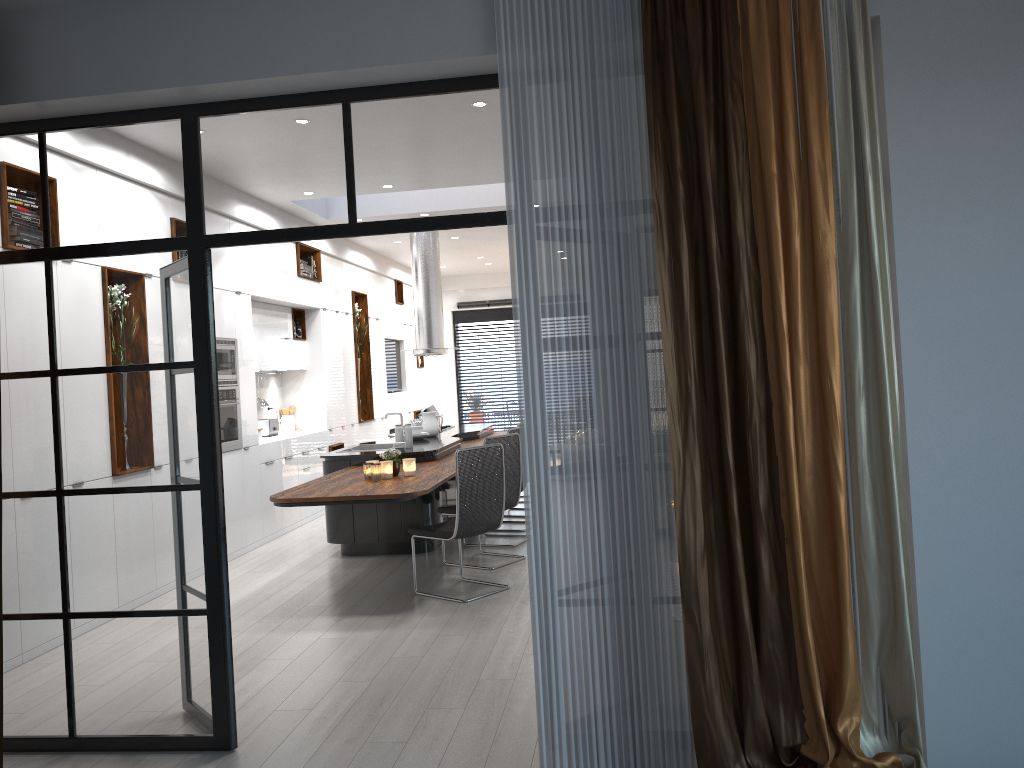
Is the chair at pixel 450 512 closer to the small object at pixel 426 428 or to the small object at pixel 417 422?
the small object at pixel 426 428

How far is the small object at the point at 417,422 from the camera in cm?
952

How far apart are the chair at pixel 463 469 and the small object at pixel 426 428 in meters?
2.8 m

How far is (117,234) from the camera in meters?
3.8 m

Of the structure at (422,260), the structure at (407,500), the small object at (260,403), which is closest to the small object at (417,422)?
the structure at (407,500)

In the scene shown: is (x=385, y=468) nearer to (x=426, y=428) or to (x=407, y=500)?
(x=407, y=500)

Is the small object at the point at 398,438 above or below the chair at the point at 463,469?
above

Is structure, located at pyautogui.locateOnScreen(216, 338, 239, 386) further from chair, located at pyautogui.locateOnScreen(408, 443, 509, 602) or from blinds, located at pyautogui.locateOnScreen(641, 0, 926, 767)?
blinds, located at pyautogui.locateOnScreen(641, 0, 926, 767)

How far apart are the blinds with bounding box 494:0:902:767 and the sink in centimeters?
540cm

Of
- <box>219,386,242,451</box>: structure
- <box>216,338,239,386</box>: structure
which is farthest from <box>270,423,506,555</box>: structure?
<box>216,338,239,386</box>: structure
